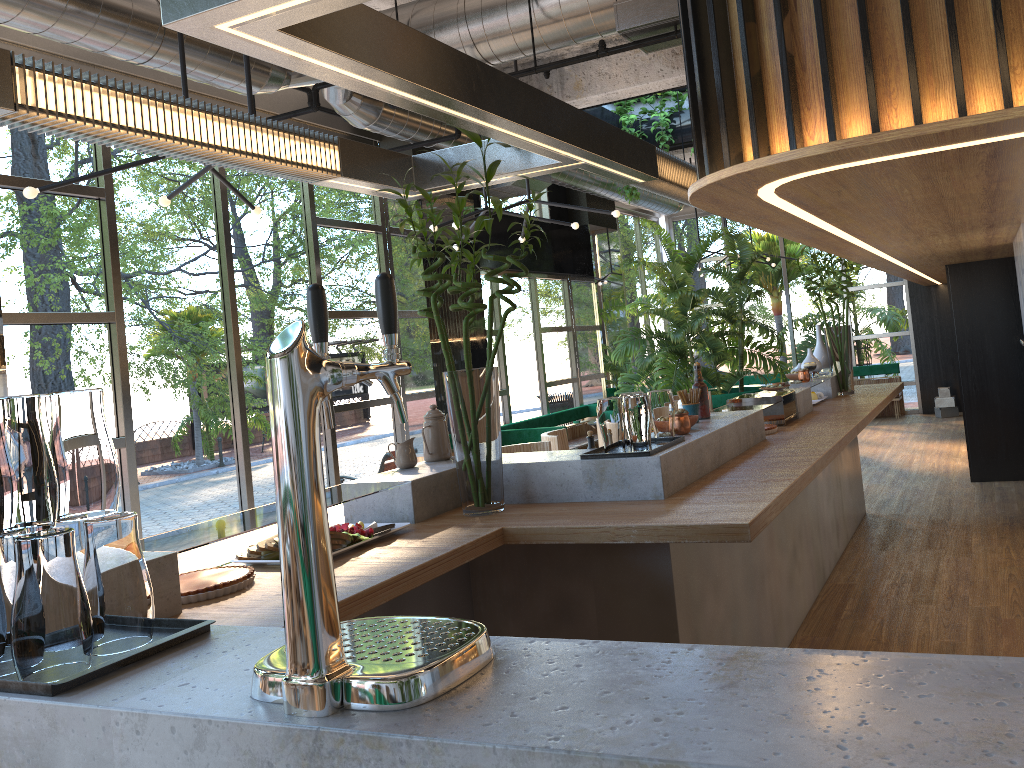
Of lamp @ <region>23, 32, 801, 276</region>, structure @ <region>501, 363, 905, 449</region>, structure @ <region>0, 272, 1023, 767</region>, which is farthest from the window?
structure @ <region>0, 272, 1023, 767</region>

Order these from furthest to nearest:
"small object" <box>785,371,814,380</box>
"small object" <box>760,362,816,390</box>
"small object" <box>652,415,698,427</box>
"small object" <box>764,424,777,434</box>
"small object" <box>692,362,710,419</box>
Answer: "small object" <box>785,371,814,380</box> → "small object" <box>760,362,816,390</box> → "small object" <box>764,424,777,434</box> → "small object" <box>692,362,710,419</box> → "small object" <box>652,415,698,427</box>

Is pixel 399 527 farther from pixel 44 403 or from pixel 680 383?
pixel 680 383

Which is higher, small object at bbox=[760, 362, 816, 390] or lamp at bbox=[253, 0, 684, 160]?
lamp at bbox=[253, 0, 684, 160]

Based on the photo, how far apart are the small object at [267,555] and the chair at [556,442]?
2.5m

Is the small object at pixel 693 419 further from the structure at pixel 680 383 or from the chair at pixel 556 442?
the structure at pixel 680 383

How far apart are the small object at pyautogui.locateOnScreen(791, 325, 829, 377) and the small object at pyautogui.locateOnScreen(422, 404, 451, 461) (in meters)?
3.74

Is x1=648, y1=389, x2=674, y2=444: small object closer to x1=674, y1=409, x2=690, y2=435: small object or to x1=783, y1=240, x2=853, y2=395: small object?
x1=674, y1=409, x2=690, y2=435: small object

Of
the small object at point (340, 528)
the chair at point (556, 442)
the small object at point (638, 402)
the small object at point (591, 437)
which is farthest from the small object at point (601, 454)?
the chair at point (556, 442)

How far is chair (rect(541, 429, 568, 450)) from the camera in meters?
5.1
